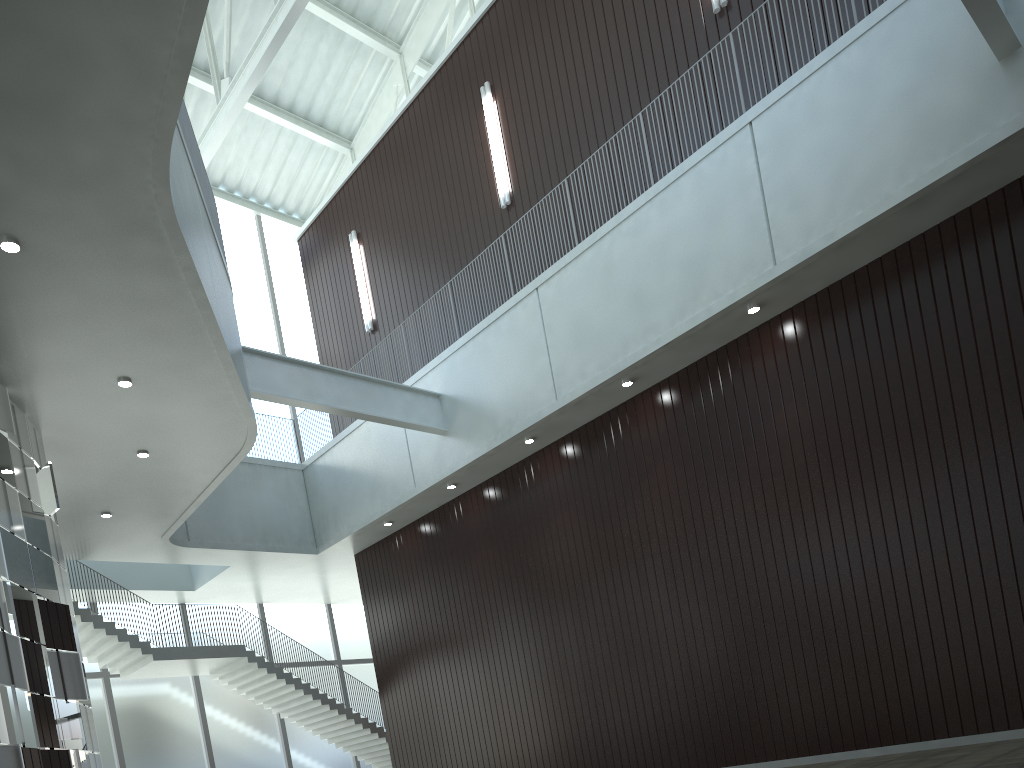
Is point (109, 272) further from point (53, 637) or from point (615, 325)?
point (615, 325)

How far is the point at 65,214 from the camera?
29.6m
